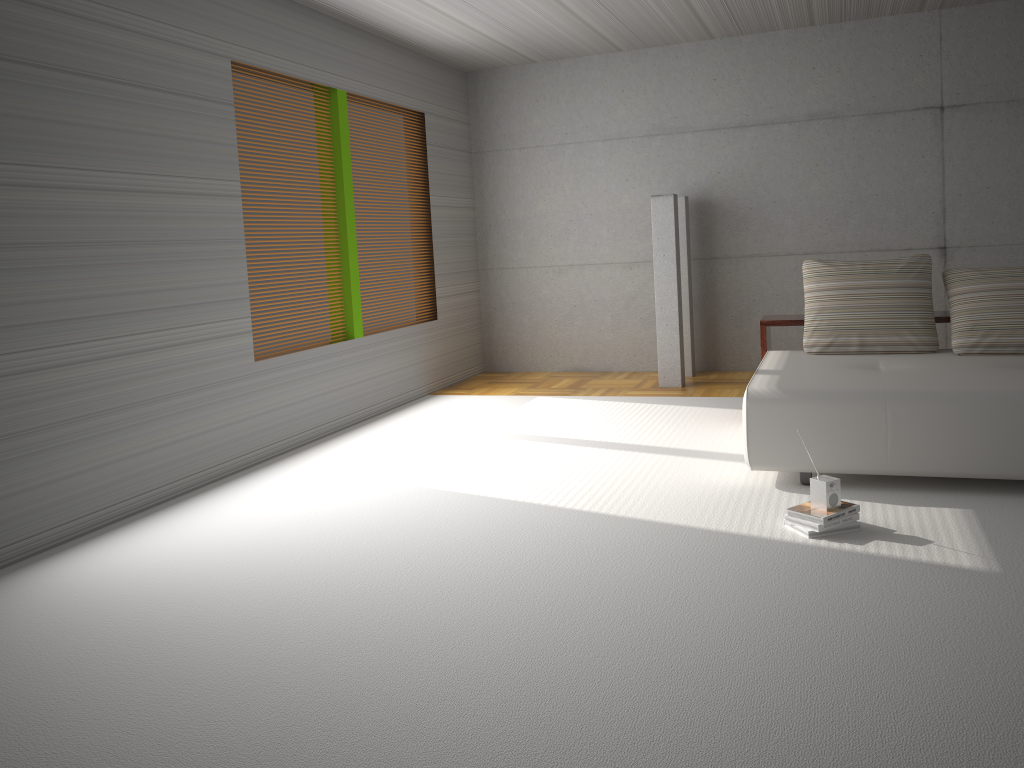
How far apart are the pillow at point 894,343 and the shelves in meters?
0.2 m

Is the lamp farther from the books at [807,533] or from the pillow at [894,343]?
the books at [807,533]

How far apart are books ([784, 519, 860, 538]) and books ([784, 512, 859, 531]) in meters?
0.0

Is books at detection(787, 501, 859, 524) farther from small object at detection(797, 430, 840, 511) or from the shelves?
the shelves

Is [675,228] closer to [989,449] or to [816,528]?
[989,449]

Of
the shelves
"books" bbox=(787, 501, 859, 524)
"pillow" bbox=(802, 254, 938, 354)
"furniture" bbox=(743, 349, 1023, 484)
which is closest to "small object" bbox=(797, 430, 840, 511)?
"books" bbox=(787, 501, 859, 524)

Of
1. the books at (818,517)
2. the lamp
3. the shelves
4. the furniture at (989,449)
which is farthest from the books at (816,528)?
the lamp

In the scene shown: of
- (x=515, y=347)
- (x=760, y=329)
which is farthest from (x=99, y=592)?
(x=515, y=347)

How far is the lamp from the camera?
7.58m

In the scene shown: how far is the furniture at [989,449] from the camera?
4.2m
